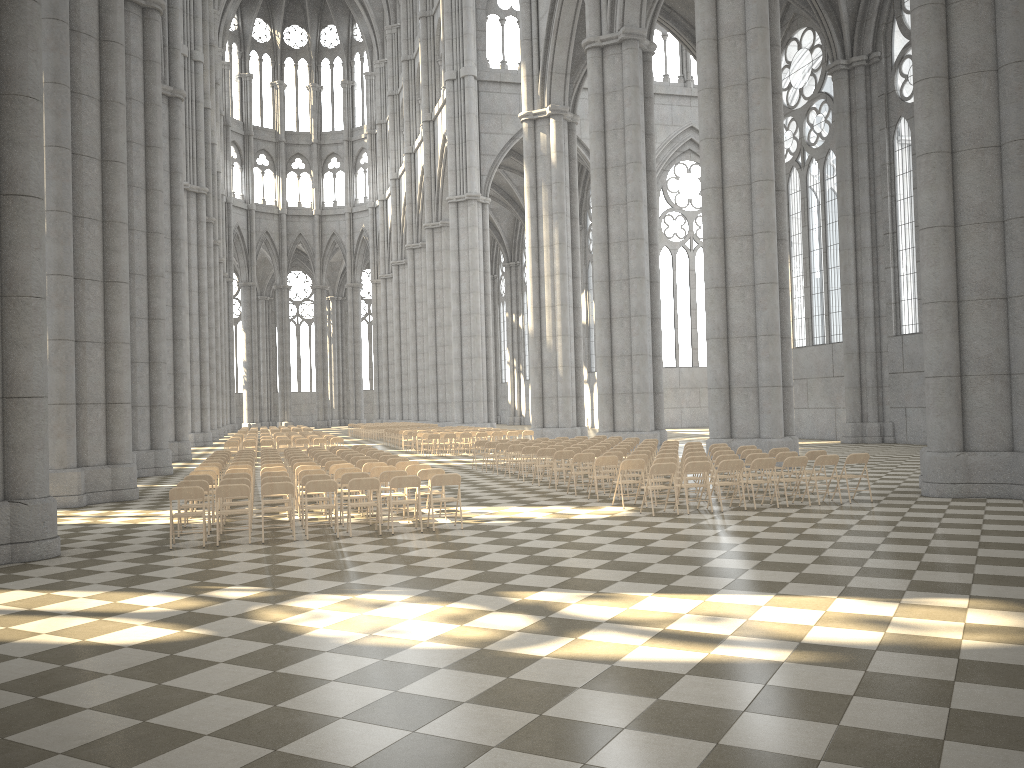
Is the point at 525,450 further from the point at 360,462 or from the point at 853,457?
the point at 853,457

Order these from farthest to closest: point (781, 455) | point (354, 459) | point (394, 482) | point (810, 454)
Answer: point (354, 459) < point (810, 454) < point (781, 455) < point (394, 482)

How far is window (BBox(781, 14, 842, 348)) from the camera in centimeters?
3542cm

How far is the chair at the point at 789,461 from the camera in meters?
14.2 m

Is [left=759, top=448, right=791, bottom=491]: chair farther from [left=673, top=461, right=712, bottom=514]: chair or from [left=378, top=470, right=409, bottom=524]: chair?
[left=378, top=470, right=409, bottom=524]: chair

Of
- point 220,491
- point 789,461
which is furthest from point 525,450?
point 220,491

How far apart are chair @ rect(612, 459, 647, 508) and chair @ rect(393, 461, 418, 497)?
4.0 meters

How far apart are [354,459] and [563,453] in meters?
4.3 m

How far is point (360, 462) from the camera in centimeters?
1692cm

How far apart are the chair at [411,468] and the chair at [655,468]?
3.9 meters
